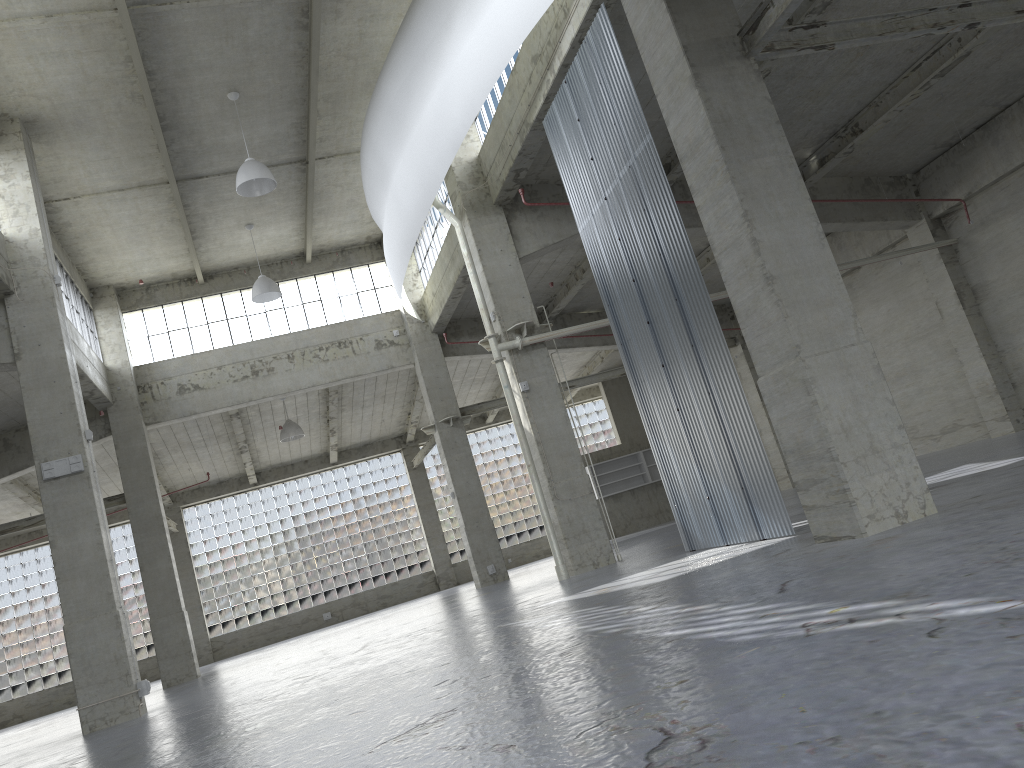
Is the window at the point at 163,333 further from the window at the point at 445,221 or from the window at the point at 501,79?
the window at the point at 501,79

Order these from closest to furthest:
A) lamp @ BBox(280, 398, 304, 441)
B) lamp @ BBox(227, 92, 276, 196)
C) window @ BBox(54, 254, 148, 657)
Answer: lamp @ BBox(227, 92, 276, 196), window @ BBox(54, 254, 148, 657), lamp @ BBox(280, 398, 304, 441)

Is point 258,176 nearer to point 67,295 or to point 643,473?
point 67,295

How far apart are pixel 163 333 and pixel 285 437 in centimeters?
711cm

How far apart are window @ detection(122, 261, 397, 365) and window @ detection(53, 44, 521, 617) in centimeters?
1367cm

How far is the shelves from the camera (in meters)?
47.98

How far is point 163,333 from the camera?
35.7m

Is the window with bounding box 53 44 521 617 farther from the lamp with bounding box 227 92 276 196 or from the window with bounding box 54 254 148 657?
the window with bounding box 54 254 148 657

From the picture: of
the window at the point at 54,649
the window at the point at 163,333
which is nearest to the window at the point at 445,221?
the window at the point at 163,333

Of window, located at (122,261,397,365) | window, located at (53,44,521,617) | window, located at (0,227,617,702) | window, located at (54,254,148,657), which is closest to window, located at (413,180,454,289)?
window, located at (122,261,397,365)
